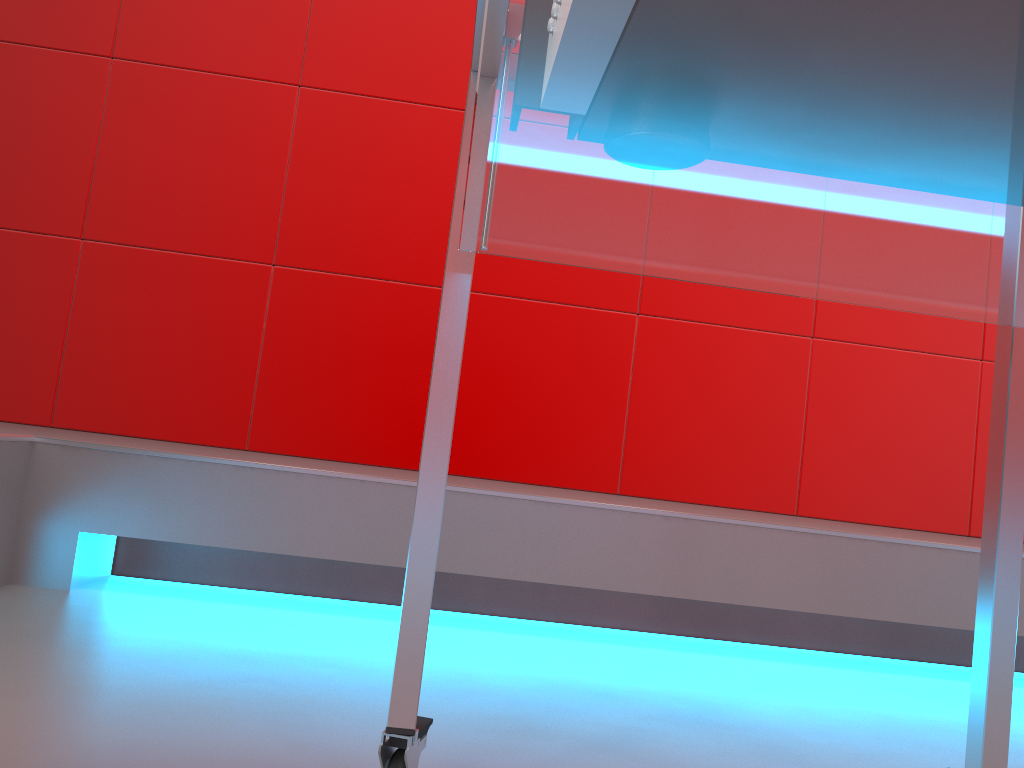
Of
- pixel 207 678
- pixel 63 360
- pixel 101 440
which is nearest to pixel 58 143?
pixel 63 360

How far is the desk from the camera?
0.3 meters

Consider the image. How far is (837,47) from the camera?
0.33m
